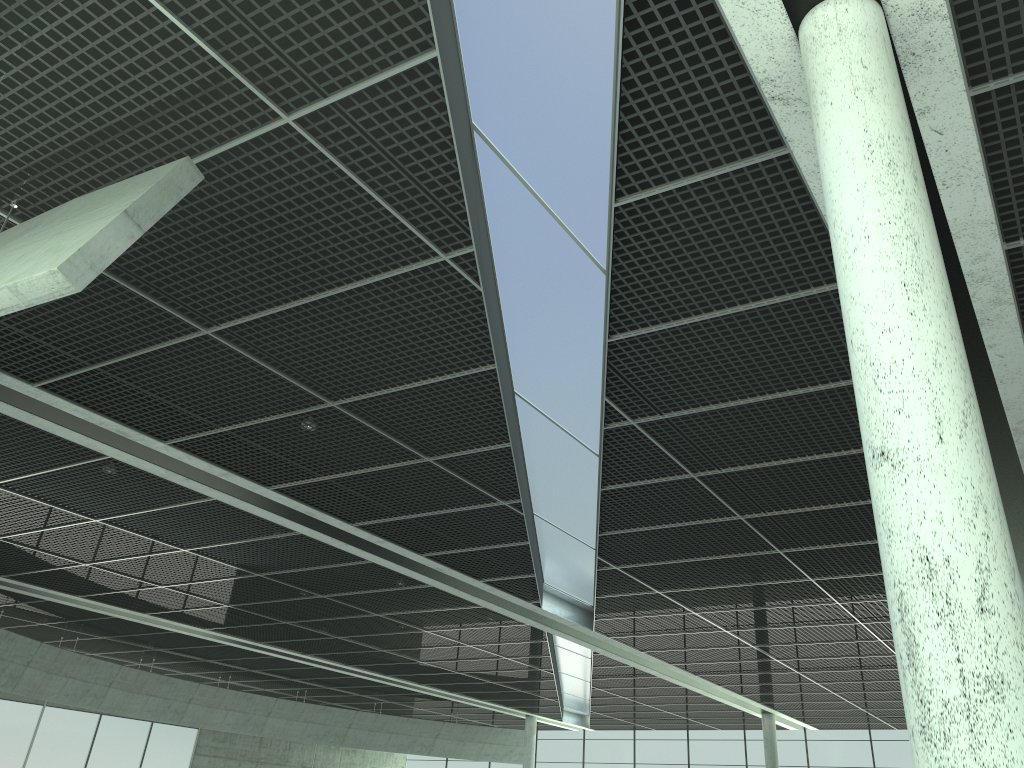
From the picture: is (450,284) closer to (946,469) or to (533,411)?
(533,411)
